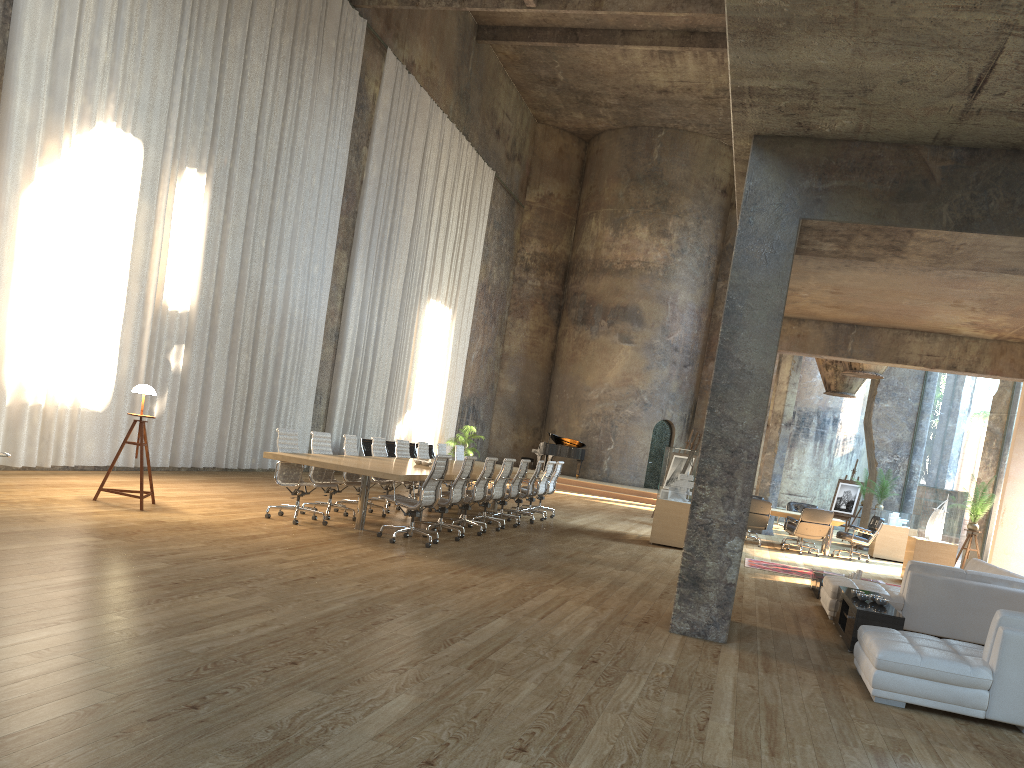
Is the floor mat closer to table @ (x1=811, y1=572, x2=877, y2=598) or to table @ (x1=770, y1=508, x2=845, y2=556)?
table @ (x1=811, y1=572, x2=877, y2=598)

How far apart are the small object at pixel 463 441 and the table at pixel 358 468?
8.8m

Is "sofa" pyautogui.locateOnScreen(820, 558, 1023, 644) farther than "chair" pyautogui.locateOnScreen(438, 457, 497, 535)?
No

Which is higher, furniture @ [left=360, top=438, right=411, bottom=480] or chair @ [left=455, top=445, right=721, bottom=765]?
chair @ [left=455, top=445, right=721, bottom=765]

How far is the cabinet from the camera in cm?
696

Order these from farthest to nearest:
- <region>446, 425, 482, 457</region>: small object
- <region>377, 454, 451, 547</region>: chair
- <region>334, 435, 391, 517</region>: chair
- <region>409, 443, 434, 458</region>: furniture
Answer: <region>446, 425, 482, 457</region>: small object
<region>409, 443, 434, 458</region>: furniture
<region>334, 435, 391, 517</region>: chair
<region>377, 454, 451, 547</region>: chair

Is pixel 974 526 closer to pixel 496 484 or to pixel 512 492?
pixel 512 492

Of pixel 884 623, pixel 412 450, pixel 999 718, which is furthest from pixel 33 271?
pixel 412 450

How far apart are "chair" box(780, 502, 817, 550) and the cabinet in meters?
9.9

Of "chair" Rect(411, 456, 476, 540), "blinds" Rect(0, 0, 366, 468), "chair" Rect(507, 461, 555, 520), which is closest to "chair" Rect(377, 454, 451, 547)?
"chair" Rect(411, 456, 476, 540)
